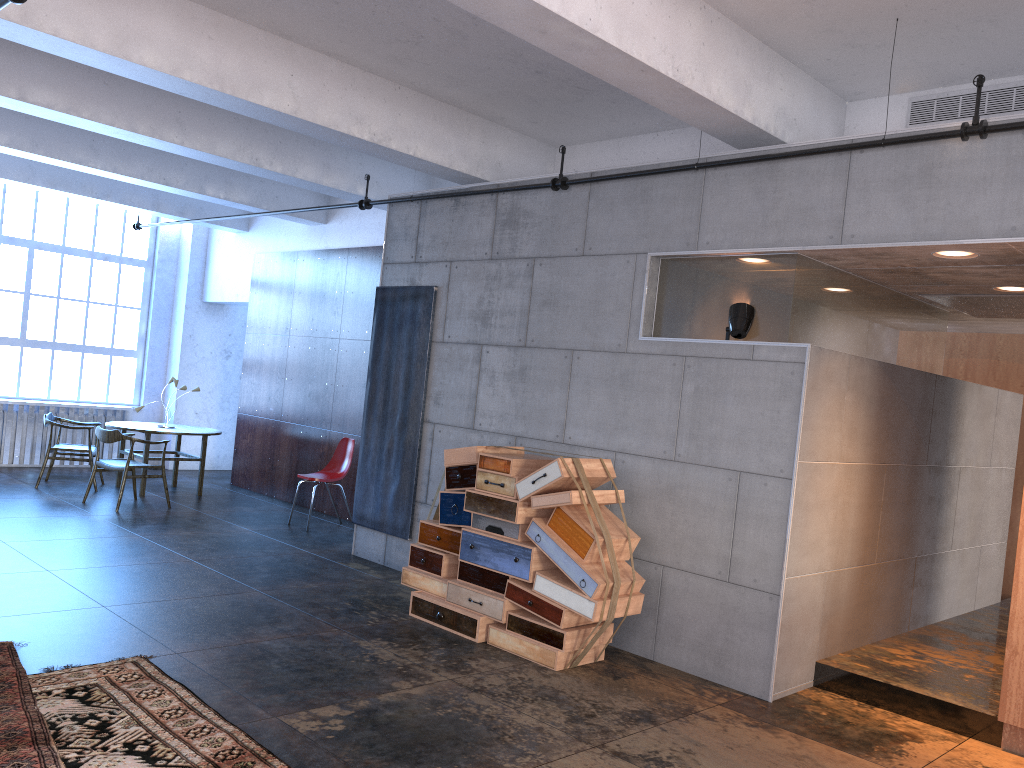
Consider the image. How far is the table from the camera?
10.4m

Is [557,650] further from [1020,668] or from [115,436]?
[115,436]

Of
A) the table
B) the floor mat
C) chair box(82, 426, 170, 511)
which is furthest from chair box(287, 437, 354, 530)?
the floor mat

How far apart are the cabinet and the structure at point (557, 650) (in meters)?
2.02

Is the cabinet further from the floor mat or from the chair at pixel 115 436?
the chair at pixel 115 436

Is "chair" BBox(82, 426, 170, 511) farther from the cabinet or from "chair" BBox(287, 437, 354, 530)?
the cabinet

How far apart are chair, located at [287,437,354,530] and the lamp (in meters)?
5.20

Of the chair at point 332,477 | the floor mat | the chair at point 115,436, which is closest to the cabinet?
the floor mat

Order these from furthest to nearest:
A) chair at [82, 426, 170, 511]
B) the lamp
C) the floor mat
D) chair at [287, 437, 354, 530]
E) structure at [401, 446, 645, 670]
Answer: chair at [287, 437, 354, 530]
chair at [82, 426, 170, 511]
the lamp
structure at [401, 446, 645, 670]
the floor mat

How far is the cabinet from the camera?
Answer: 4.70m
